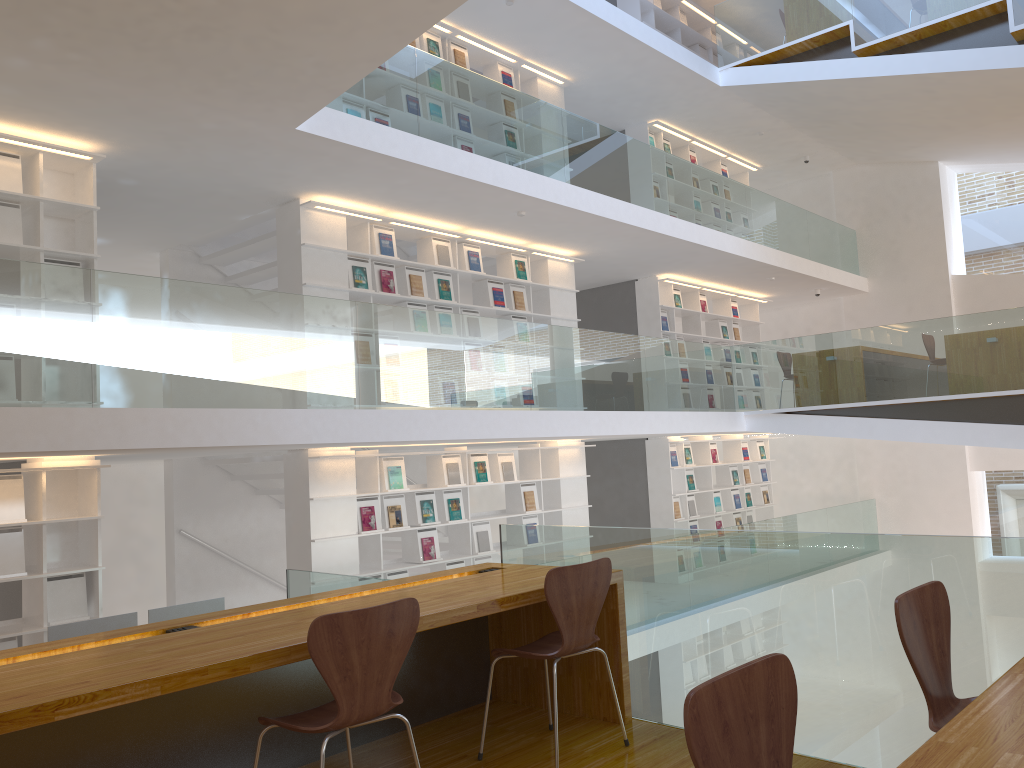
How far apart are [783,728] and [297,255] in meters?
6.3 m

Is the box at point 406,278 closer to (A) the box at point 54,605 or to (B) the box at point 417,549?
(B) the box at point 417,549

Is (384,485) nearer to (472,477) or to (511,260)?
(472,477)

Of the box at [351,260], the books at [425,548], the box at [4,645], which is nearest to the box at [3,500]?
the box at [4,645]

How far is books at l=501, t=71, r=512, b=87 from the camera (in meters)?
9.38

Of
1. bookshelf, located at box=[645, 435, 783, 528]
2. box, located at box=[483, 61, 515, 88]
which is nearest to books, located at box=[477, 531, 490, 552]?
bookshelf, located at box=[645, 435, 783, 528]

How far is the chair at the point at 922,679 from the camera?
2.1 meters

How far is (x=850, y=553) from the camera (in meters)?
2.96

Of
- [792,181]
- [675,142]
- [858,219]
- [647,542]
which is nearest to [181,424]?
[647,542]

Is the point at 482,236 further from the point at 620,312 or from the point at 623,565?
the point at 623,565
